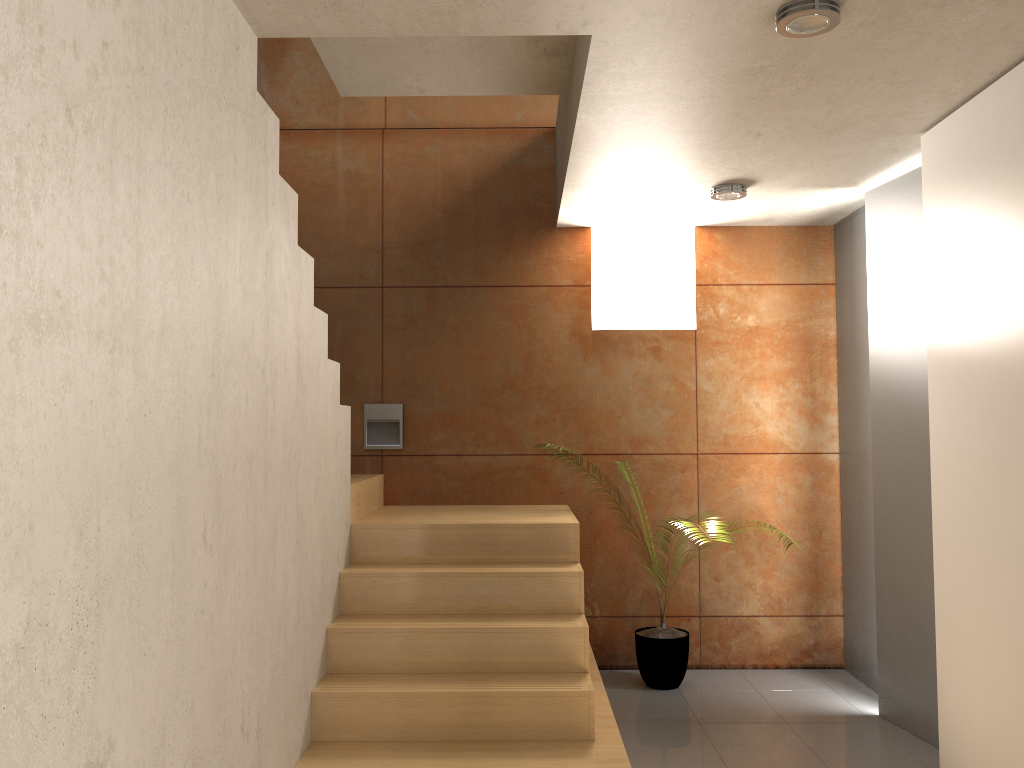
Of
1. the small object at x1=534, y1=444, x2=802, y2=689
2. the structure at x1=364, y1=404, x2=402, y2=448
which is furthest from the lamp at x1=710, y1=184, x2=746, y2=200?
the small object at x1=534, y1=444, x2=802, y2=689

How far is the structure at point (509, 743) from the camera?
3.2m

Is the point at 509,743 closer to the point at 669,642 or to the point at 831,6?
the point at 669,642

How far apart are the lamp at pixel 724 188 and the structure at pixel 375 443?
2.1 meters

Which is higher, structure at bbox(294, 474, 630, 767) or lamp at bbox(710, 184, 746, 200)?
lamp at bbox(710, 184, 746, 200)

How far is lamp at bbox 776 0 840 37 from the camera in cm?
243

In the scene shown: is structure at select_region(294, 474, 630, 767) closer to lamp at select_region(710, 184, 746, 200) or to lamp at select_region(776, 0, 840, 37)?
lamp at select_region(710, 184, 746, 200)

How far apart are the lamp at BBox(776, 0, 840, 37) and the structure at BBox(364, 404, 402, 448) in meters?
3.1 m

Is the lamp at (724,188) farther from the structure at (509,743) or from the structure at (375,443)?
the structure at (375,443)

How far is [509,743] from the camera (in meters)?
3.24
